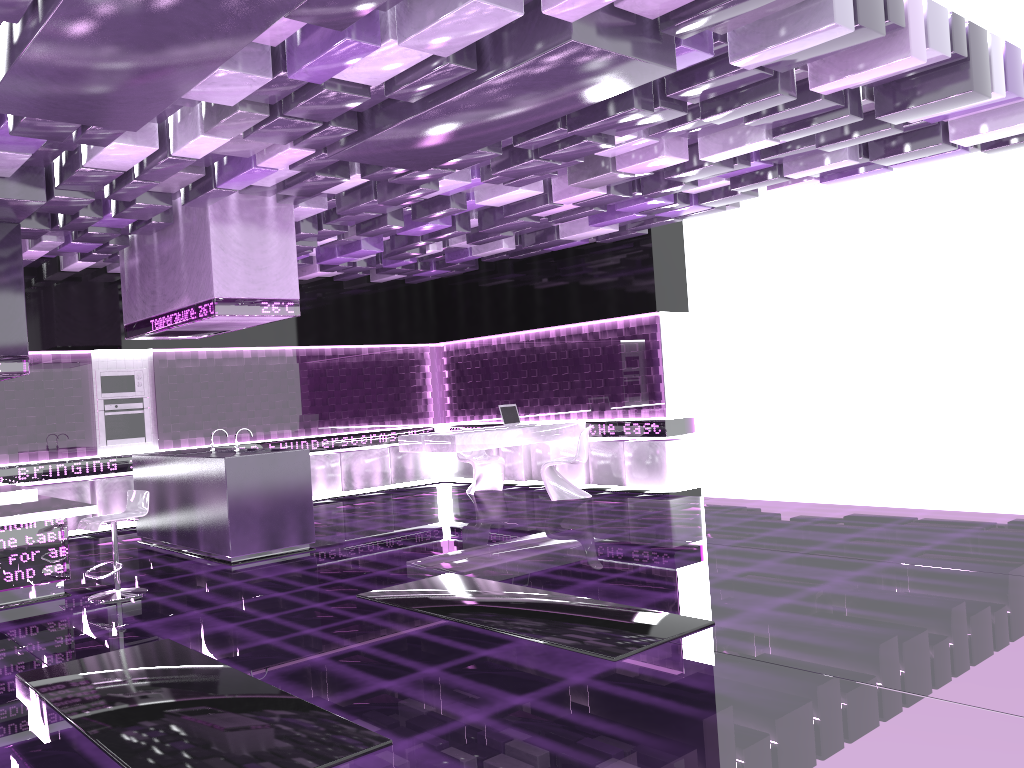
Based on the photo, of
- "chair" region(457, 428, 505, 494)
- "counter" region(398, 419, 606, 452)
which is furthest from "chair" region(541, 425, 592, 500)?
"chair" region(457, 428, 505, 494)

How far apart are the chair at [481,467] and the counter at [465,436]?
0.87m

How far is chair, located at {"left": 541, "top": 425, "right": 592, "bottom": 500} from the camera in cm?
1038

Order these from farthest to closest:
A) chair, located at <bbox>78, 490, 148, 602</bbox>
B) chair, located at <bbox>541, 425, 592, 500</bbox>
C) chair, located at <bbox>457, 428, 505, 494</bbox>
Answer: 1. chair, located at <bbox>457, 428, 505, 494</bbox>
2. chair, located at <bbox>541, 425, 592, 500</bbox>
3. chair, located at <bbox>78, 490, 148, 602</bbox>

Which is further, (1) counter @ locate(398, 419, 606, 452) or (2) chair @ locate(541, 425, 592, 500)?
(2) chair @ locate(541, 425, 592, 500)

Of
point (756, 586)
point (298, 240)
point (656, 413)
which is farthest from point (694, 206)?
point (756, 586)

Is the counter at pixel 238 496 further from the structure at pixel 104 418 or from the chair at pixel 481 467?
the chair at pixel 481 467

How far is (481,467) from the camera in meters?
11.6 m

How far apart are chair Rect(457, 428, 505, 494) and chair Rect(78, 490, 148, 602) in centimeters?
530cm

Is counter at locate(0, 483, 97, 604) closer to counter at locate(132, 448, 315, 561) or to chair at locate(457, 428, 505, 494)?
counter at locate(132, 448, 315, 561)
